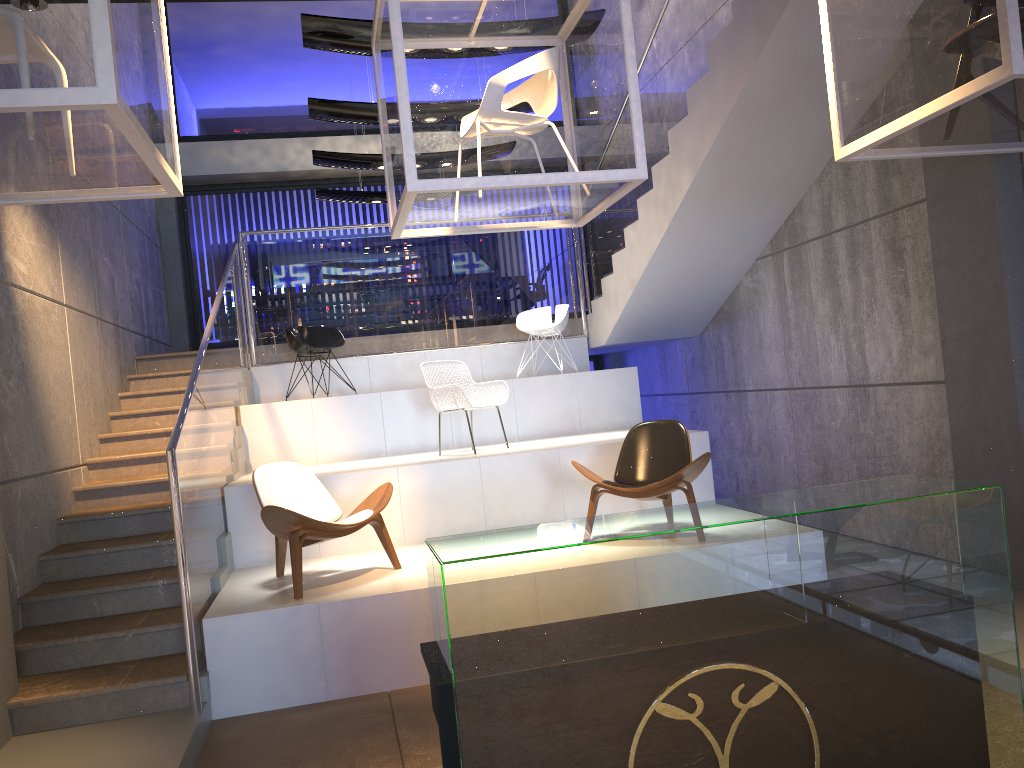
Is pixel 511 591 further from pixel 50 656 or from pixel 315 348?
pixel 315 348

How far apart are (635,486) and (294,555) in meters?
2.1 m

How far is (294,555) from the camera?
5.1 meters

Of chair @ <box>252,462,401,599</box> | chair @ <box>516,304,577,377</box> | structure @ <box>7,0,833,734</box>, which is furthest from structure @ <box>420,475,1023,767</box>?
chair @ <box>516,304,577,377</box>

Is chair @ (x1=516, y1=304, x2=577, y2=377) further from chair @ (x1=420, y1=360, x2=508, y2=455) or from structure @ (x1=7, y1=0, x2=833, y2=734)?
chair @ (x1=420, y1=360, x2=508, y2=455)

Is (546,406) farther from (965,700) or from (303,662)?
(965,700)

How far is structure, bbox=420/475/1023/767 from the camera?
2.2 meters

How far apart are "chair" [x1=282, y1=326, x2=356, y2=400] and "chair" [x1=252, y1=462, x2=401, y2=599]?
2.84m

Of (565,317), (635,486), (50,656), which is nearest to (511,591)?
(635,486)

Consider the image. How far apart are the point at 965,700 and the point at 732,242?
6.0 meters
